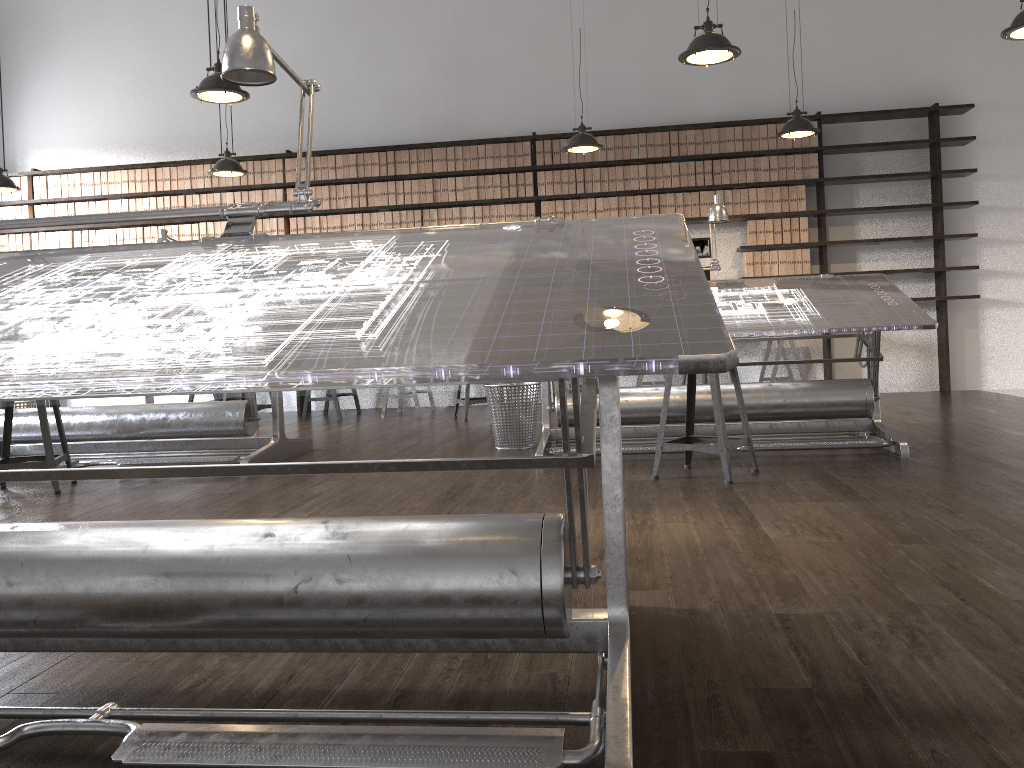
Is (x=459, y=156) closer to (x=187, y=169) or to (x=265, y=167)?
(x=265, y=167)

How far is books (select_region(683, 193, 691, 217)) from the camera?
7.72m

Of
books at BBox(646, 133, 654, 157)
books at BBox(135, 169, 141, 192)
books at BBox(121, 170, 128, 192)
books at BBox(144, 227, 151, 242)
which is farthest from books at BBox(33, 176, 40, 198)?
books at BBox(646, 133, 654, 157)

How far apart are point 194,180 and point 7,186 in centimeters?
165cm

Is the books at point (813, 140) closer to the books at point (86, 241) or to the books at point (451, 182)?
the books at point (451, 182)

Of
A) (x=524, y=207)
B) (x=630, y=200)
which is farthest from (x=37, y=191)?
(x=630, y=200)

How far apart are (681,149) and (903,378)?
2.8m

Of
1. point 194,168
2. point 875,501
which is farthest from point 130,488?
point 194,168

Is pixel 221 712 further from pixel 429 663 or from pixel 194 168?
pixel 194 168

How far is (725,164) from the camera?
7.7 meters
